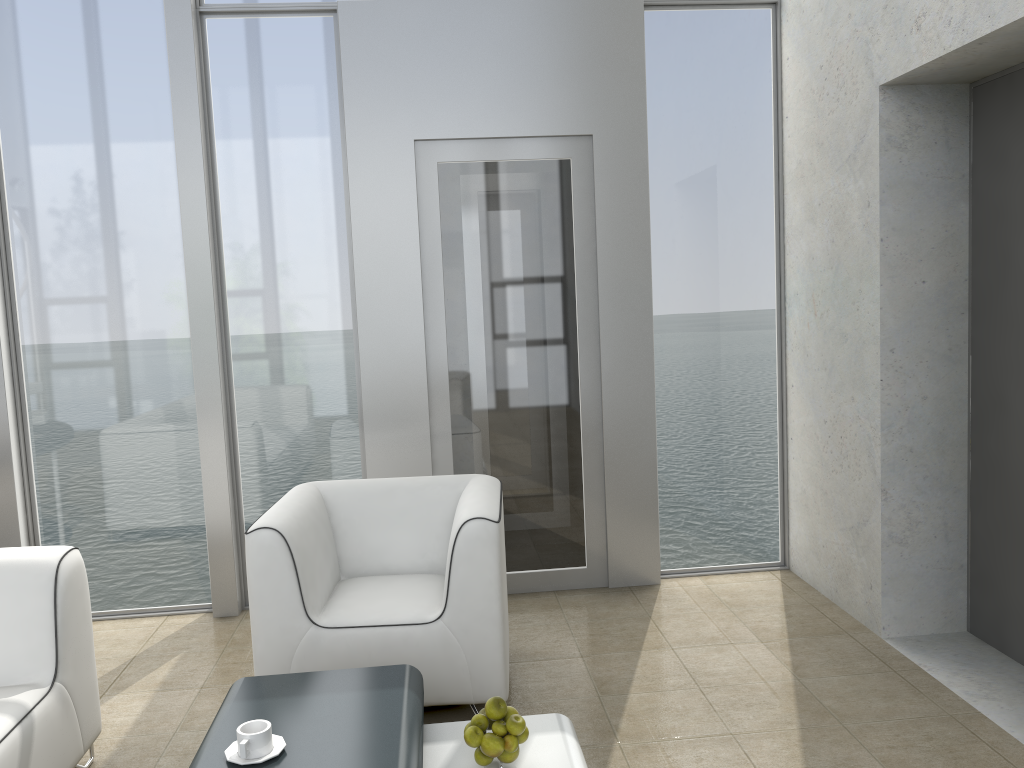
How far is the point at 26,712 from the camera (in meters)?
2.33

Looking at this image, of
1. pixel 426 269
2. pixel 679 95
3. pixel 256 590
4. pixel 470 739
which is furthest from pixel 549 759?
pixel 679 95

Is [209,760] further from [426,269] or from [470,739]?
[426,269]

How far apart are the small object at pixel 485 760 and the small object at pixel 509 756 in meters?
0.0

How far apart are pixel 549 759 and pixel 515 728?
0.2 meters

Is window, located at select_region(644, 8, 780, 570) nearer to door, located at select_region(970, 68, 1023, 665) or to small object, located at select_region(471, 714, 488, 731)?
door, located at select_region(970, 68, 1023, 665)

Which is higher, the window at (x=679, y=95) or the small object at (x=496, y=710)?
the window at (x=679, y=95)

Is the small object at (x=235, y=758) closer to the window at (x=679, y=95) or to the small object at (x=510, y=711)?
the small object at (x=510, y=711)

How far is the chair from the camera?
2.8m

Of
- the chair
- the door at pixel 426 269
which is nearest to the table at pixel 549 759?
the chair
